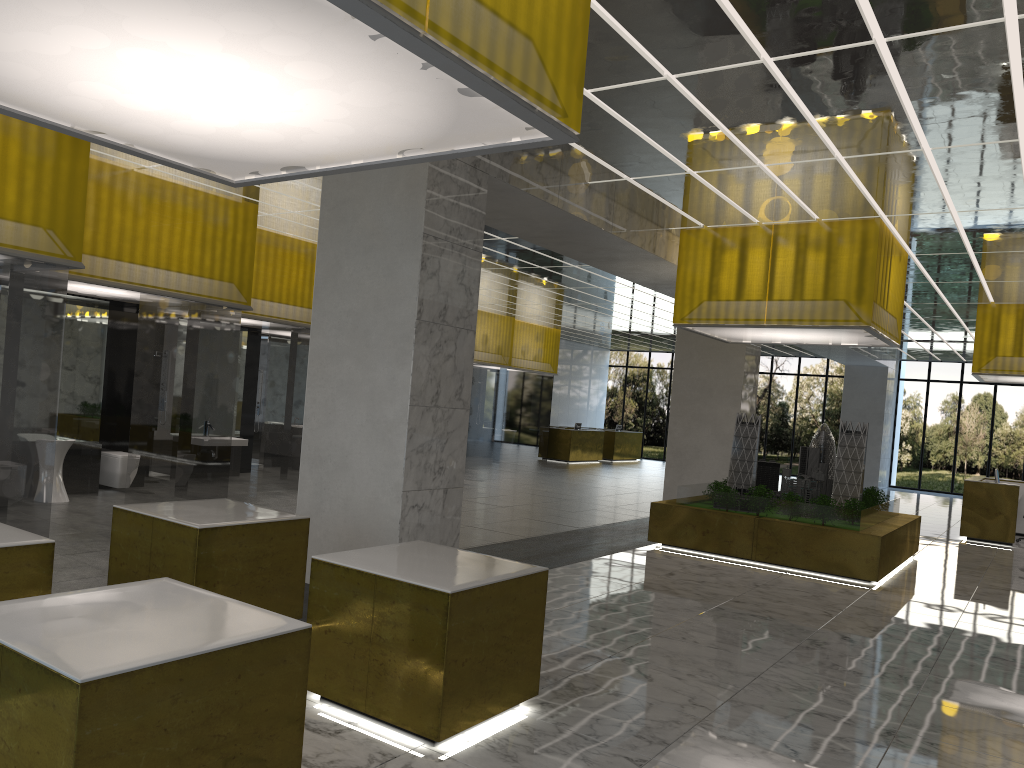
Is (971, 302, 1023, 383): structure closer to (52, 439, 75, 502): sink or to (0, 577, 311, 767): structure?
(52, 439, 75, 502): sink

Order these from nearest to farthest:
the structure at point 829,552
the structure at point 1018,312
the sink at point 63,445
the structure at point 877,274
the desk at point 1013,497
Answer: the sink at point 63,445 < the structure at point 877,274 < the structure at point 829,552 < the desk at point 1013,497 < the structure at point 1018,312

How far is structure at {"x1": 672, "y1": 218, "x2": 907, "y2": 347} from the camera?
15.28m

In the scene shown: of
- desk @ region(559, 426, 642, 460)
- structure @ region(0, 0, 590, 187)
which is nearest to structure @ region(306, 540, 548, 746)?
structure @ region(0, 0, 590, 187)

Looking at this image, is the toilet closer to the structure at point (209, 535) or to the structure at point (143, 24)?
the structure at point (209, 535)

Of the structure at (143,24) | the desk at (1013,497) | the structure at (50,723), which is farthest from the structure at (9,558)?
the desk at (1013,497)

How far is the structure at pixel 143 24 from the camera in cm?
389

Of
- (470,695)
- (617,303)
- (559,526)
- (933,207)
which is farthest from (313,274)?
(470,695)

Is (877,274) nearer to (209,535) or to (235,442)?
(209,535)

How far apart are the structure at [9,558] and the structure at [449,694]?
1.77m
